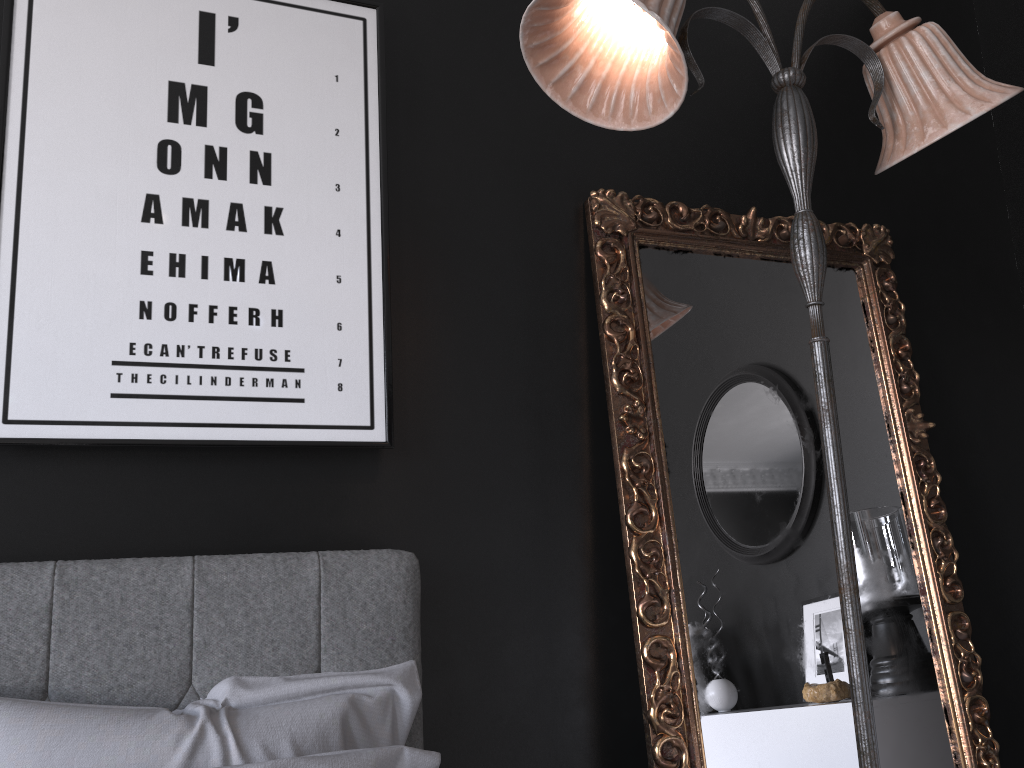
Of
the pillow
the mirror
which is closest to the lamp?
the mirror

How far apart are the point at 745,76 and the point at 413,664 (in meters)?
1.92

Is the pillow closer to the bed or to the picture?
the bed

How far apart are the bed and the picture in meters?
0.2 m

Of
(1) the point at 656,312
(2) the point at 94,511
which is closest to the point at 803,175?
(1) the point at 656,312

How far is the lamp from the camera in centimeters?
155cm

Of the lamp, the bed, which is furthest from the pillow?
the lamp

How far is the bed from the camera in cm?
151

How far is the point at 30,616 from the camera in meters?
1.5 m

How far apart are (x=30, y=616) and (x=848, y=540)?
1.4m
